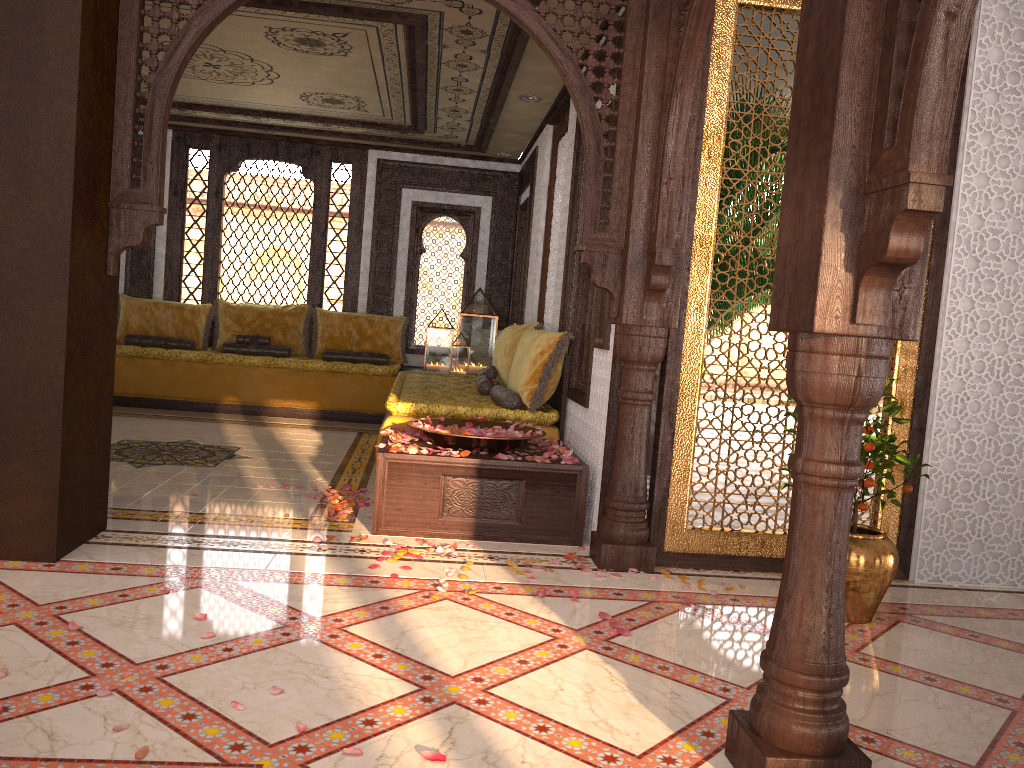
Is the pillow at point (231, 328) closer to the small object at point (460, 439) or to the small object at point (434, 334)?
the small object at point (434, 334)

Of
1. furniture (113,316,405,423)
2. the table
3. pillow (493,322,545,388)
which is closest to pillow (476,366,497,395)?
pillow (493,322,545,388)

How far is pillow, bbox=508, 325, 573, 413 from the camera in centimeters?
530cm

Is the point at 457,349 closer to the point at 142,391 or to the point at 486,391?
the point at 486,391

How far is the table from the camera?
4.3m

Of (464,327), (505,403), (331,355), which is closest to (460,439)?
(505,403)

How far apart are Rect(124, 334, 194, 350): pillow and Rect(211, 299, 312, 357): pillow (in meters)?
0.27

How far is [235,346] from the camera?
8.90m

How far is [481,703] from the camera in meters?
2.5 m

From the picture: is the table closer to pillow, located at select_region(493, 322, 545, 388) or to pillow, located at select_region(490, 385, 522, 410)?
pillow, located at select_region(490, 385, 522, 410)
